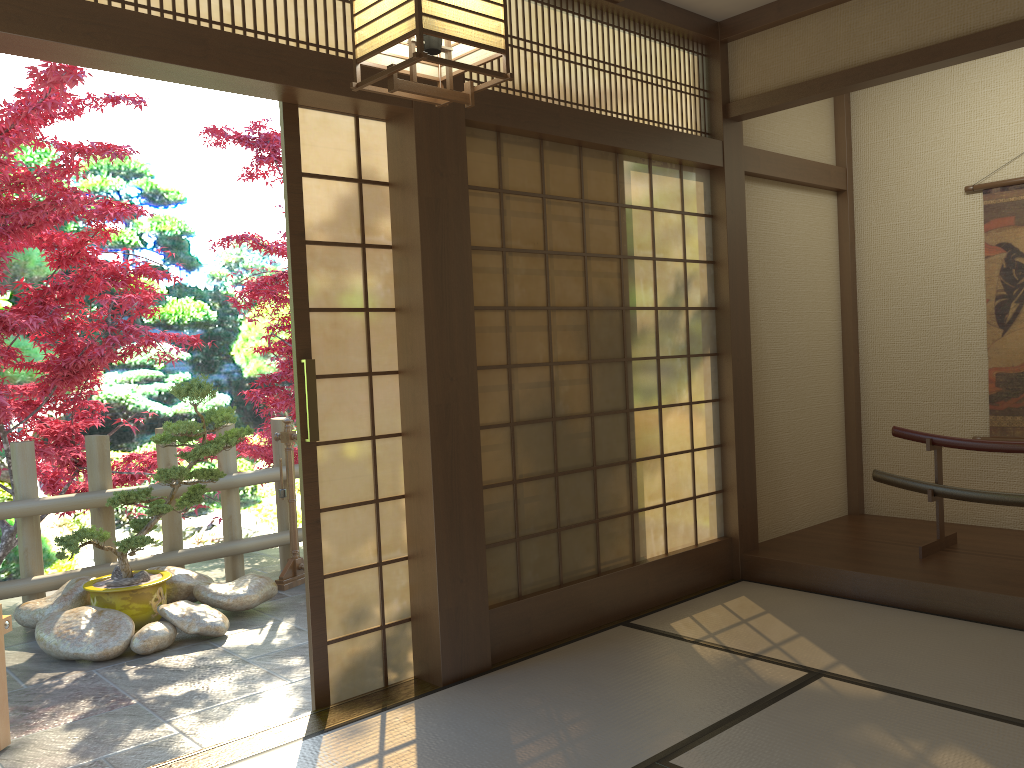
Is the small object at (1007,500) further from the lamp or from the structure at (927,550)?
the lamp

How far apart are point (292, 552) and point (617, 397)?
2.5m

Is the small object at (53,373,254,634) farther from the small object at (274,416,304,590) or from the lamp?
the lamp

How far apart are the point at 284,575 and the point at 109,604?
1.1 meters

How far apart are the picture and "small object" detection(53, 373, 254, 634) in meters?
4.3 m

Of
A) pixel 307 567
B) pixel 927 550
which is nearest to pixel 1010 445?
pixel 927 550

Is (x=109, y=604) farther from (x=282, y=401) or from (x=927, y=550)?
(x=927, y=550)

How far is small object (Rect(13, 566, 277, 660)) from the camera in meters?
4.3

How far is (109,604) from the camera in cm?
460

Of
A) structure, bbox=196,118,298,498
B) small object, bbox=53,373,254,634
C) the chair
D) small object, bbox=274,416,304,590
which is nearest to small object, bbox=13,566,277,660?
small object, bbox=53,373,254,634
